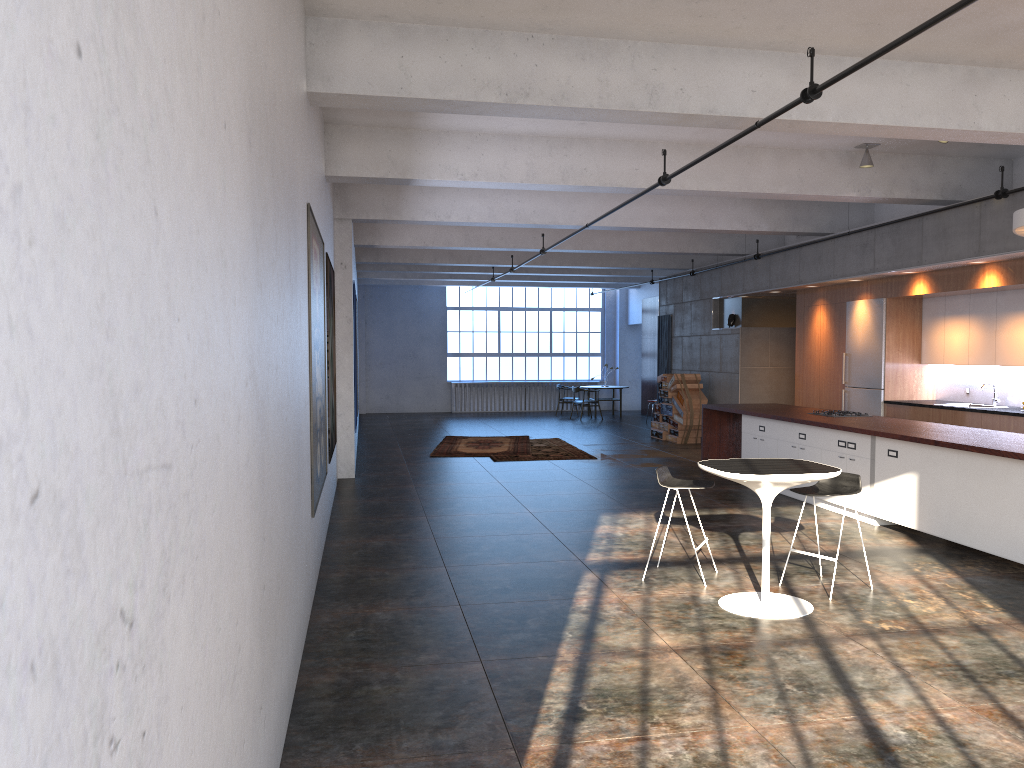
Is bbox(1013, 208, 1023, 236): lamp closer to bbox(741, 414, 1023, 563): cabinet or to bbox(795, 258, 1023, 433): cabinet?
bbox(741, 414, 1023, 563): cabinet

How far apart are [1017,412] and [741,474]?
5.7 meters

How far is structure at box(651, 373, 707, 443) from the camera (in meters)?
16.19

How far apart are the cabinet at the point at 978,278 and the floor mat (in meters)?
4.47

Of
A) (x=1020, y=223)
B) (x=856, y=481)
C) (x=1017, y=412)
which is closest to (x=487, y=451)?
(x=1017, y=412)

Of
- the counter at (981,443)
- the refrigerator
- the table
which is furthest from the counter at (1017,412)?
the table

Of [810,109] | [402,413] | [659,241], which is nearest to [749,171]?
[810,109]

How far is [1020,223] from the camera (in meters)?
6.60

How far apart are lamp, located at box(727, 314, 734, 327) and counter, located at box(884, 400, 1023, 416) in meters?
5.0

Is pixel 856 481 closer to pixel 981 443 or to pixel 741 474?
pixel 741 474
